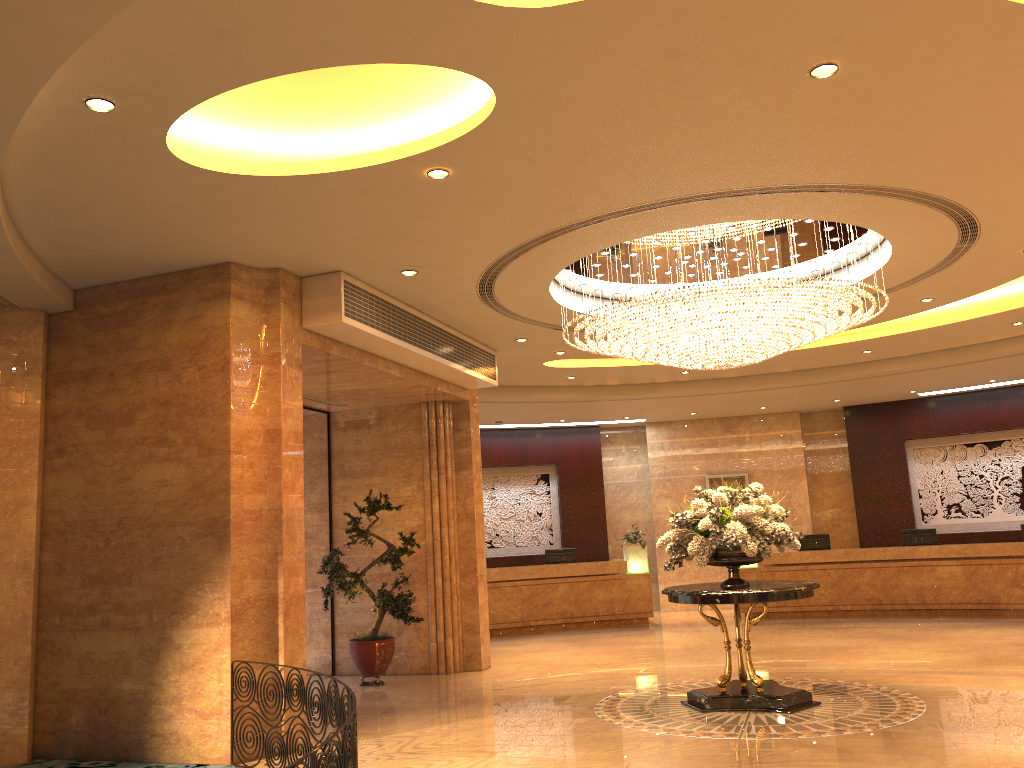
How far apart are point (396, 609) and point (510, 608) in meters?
5.7

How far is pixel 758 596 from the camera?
7.92m

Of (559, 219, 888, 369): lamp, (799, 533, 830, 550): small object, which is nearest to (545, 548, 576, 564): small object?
(799, 533, 830, 550): small object

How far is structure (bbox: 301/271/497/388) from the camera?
8.20m

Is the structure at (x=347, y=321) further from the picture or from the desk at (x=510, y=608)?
the picture

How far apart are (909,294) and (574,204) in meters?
5.3 m

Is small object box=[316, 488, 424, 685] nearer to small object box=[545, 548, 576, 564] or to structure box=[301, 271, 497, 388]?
structure box=[301, 271, 497, 388]

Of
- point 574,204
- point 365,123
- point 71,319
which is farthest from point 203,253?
point 574,204

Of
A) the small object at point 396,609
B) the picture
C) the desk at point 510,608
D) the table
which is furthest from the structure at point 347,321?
the picture

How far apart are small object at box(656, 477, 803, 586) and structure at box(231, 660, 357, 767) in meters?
3.7 m
